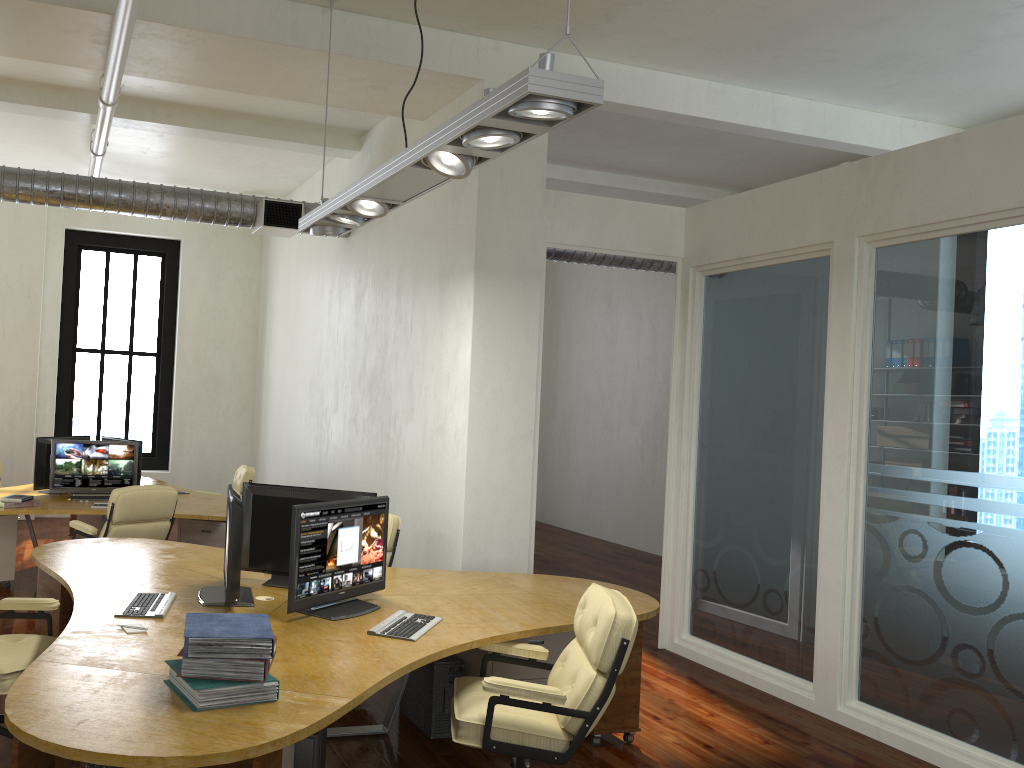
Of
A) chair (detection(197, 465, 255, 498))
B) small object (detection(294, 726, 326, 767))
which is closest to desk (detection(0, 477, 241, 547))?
chair (detection(197, 465, 255, 498))

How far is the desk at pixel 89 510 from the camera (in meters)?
7.59

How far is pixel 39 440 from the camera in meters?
8.5

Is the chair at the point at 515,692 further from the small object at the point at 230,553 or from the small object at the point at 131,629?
the small object at the point at 131,629

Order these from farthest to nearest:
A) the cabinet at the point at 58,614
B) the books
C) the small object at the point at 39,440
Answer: the small object at the point at 39,440 → the cabinet at the point at 58,614 → the books

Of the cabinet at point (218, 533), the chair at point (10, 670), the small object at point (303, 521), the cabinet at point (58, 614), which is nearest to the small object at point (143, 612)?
the chair at point (10, 670)

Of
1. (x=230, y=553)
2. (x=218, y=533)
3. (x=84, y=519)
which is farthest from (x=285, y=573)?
(x=84, y=519)

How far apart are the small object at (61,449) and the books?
5.3m

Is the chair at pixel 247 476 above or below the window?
below

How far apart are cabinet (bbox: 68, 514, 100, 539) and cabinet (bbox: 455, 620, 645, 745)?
5.7 meters
